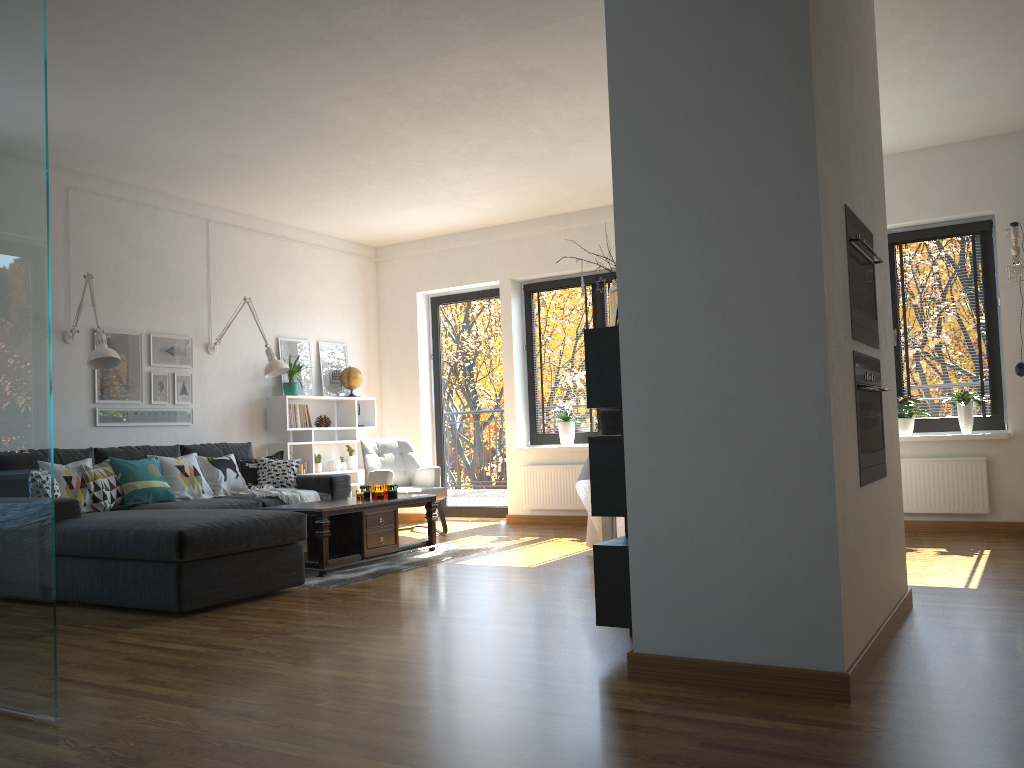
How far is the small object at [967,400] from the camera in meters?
6.3 m

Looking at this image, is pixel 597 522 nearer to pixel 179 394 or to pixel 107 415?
pixel 179 394

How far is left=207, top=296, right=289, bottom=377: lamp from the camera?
6.9m

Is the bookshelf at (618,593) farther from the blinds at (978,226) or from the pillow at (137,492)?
the blinds at (978,226)

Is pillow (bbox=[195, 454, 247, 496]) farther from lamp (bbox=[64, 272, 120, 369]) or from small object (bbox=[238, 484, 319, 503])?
lamp (bbox=[64, 272, 120, 369])

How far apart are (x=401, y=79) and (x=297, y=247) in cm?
353

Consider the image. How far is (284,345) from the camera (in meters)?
7.89

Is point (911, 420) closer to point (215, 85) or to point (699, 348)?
point (699, 348)

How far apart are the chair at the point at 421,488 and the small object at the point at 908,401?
3.59m

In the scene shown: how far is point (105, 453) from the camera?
6.0m
